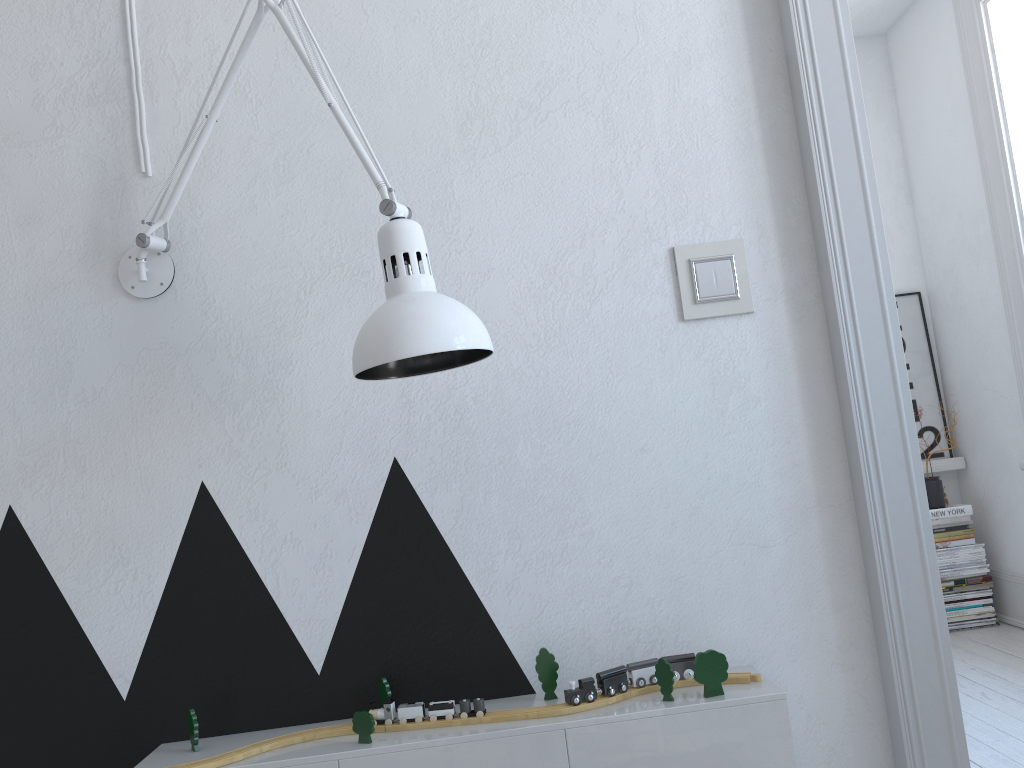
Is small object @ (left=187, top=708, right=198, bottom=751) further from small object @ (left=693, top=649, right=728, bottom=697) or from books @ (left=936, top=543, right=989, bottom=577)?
books @ (left=936, top=543, right=989, bottom=577)

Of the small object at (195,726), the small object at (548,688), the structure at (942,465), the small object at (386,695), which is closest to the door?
the small object at (548,688)

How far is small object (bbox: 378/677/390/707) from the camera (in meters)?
1.41

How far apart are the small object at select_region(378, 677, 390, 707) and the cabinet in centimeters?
9cm

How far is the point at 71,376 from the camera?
1.5m

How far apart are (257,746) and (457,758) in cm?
30

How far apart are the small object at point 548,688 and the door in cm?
53

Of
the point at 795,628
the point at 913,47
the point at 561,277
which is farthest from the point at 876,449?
the point at 913,47

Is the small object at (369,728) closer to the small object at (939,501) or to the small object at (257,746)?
the small object at (257,746)

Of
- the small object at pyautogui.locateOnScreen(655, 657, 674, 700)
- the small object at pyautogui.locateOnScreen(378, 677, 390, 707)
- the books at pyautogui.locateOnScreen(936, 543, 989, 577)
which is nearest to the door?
the small object at pyautogui.locateOnScreen(655, 657, 674, 700)
